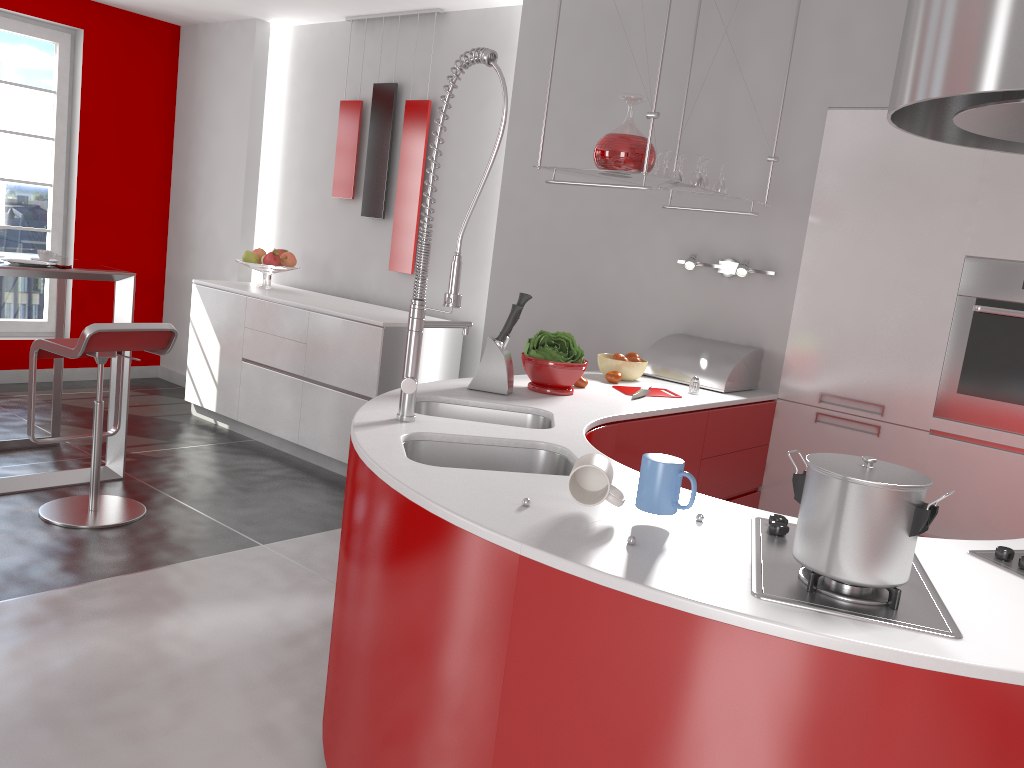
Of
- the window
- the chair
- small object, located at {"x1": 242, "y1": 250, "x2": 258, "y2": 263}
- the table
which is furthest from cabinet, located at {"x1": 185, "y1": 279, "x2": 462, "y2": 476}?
the window

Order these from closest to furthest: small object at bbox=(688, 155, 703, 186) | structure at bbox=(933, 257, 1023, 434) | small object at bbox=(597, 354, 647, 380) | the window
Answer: structure at bbox=(933, 257, 1023, 434)
small object at bbox=(688, 155, 703, 186)
small object at bbox=(597, 354, 647, 380)
the window

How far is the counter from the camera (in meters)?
1.24

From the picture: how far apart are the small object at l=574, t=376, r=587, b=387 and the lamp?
0.9 meters

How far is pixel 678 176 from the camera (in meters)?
3.40

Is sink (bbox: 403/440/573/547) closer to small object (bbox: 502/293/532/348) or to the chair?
small object (bbox: 502/293/532/348)

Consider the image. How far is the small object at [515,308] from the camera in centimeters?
280cm

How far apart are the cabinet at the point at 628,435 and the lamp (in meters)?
0.54

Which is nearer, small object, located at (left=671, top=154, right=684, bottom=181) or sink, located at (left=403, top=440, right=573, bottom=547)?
sink, located at (left=403, top=440, right=573, bottom=547)

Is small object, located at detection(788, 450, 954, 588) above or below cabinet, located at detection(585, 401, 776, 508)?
above
